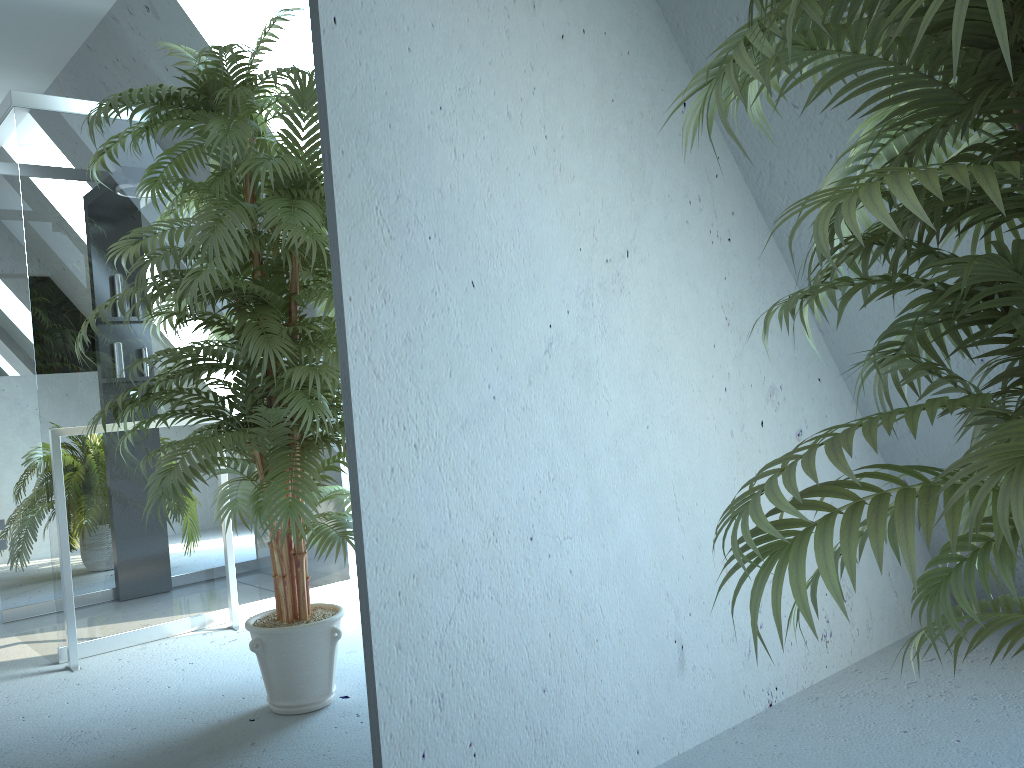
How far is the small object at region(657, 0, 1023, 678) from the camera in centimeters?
75cm

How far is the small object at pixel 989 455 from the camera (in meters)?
0.75

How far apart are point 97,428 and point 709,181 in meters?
1.6 m

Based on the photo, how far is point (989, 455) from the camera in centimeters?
75cm
